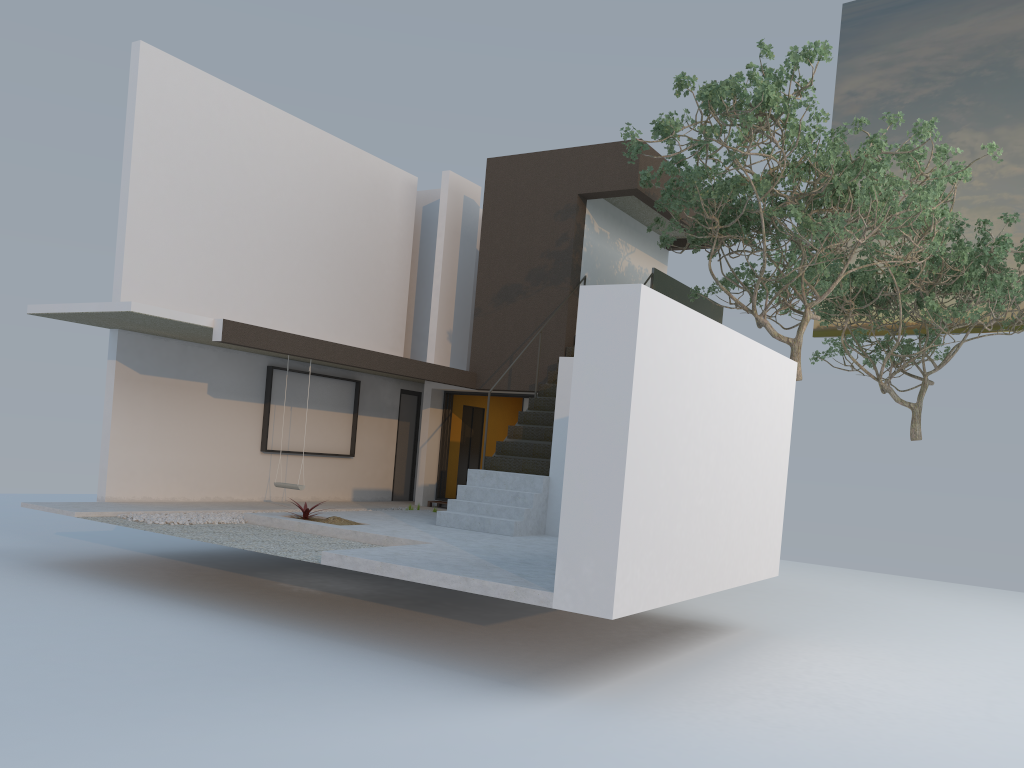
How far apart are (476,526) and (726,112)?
5.5 meters

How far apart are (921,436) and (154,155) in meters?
14.2 m

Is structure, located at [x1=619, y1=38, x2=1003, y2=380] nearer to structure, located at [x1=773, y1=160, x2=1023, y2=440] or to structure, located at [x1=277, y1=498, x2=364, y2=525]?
structure, located at [x1=773, y1=160, x2=1023, y2=440]

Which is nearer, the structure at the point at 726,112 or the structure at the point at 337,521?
the structure at the point at 726,112

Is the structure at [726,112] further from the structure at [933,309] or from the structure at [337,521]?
the structure at [337,521]

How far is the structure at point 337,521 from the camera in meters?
10.3

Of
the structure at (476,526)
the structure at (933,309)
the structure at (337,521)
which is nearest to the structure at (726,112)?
the structure at (476,526)

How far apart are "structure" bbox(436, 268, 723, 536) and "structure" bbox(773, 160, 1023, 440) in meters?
2.2 m

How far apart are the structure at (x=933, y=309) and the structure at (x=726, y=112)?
1.59m

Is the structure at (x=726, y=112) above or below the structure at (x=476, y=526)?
above
